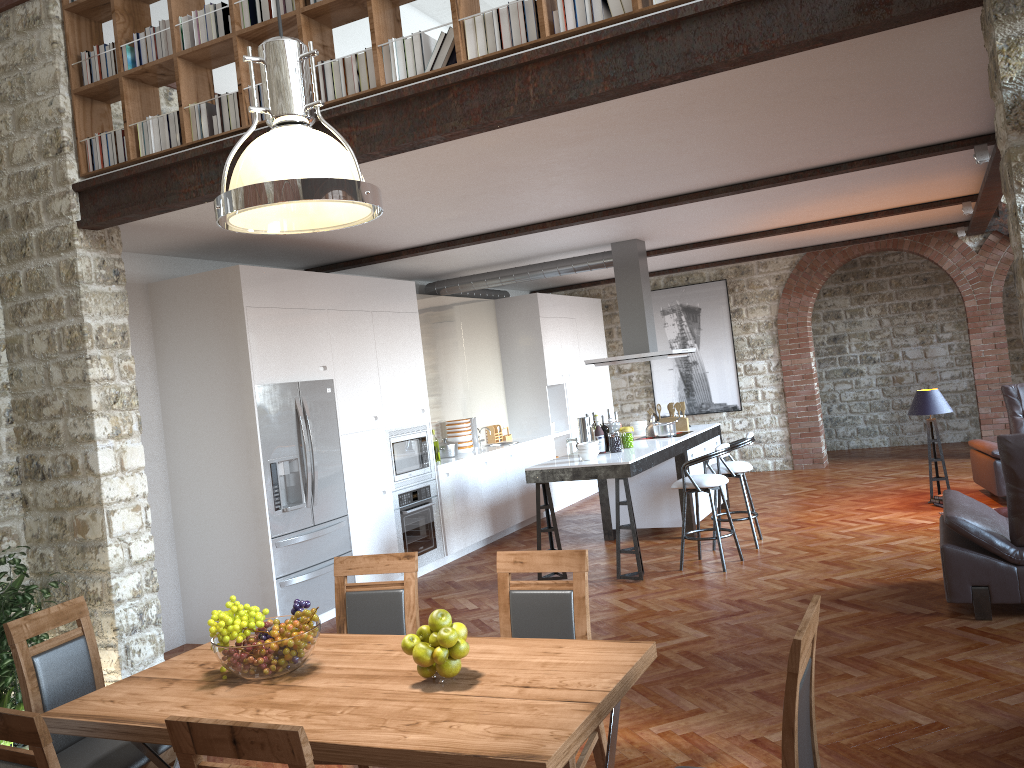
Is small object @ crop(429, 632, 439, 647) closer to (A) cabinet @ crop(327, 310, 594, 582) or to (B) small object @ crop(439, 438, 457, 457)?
(A) cabinet @ crop(327, 310, 594, 582)

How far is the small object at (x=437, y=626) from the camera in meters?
2.7 m

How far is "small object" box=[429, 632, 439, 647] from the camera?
2.7 meters

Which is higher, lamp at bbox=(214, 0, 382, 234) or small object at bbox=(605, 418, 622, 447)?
lamp at bbox=(214, 0, 382, 234)

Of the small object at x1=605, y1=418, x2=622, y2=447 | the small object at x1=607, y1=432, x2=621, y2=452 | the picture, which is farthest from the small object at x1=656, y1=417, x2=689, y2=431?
the picture

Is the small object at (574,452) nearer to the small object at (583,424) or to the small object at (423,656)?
the small object at (583,424)

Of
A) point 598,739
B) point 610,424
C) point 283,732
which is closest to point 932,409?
point 610,424

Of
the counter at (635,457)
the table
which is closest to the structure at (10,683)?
the table

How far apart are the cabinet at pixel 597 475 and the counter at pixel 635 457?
0.0 meters

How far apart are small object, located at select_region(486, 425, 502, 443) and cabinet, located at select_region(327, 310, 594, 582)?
0.49m
